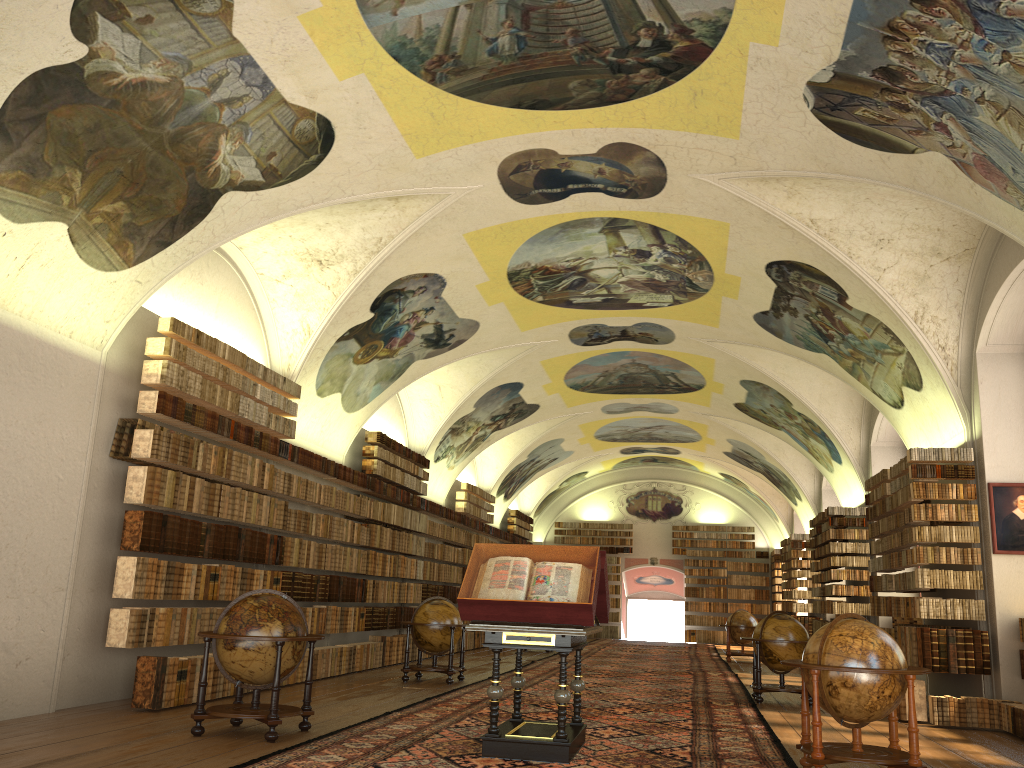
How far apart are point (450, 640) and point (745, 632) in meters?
12.2

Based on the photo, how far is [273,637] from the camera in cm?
865

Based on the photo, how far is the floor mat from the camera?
8.1m

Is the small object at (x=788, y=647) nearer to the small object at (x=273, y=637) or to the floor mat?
the floor mat

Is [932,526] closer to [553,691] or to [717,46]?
[553,691]

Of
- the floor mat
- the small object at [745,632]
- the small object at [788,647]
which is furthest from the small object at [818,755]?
the small object at [745,632]

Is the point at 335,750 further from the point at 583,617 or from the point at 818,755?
the point at 818,755

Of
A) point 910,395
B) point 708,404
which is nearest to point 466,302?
point 910,395

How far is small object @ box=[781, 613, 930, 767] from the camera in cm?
755

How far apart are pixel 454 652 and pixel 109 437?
14.5m
